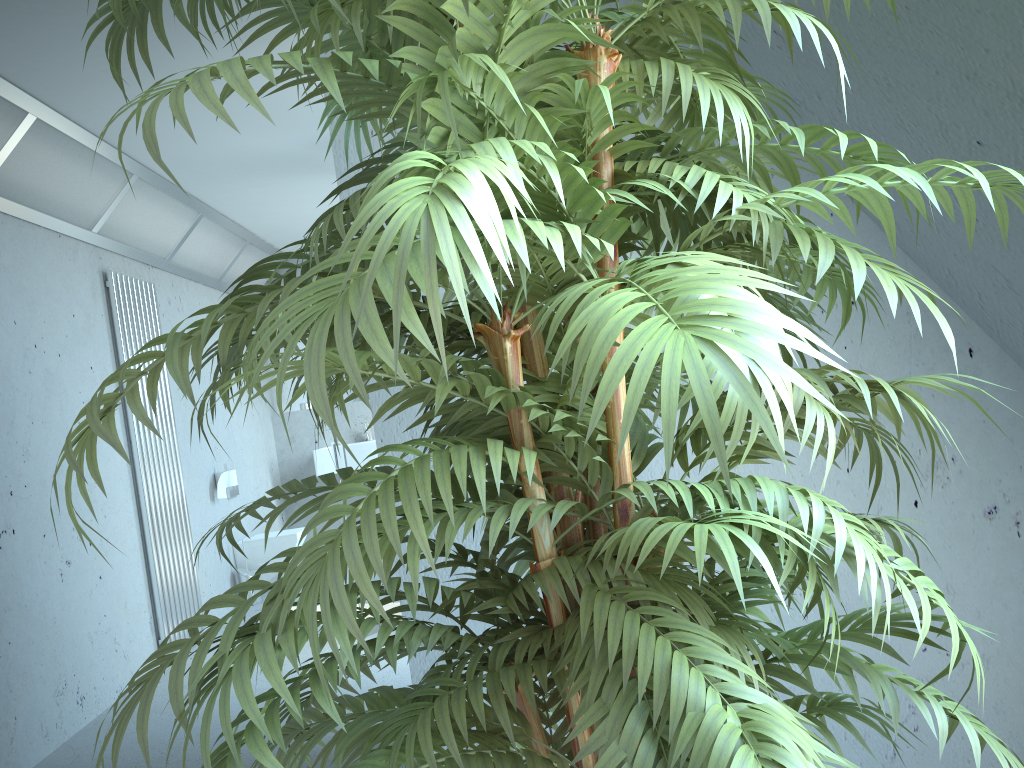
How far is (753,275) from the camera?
0.59m

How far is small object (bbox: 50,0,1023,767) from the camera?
0.6 meters

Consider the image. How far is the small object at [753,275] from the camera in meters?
0.6

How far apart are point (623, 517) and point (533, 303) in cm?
26
